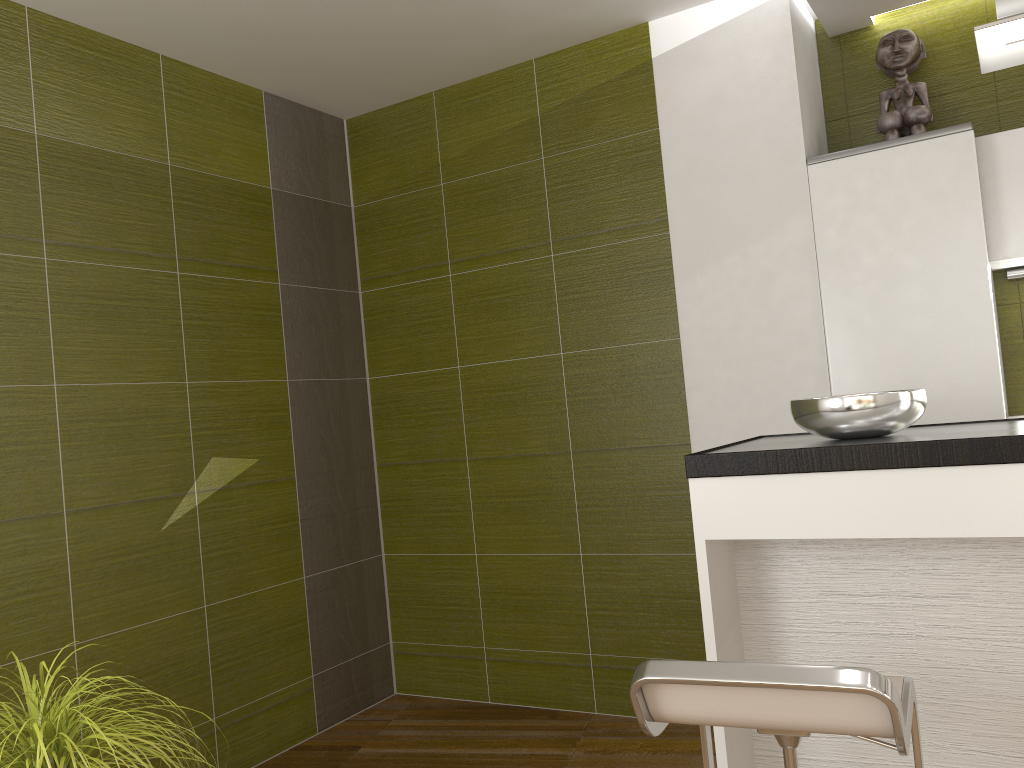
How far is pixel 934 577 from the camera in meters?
2.0

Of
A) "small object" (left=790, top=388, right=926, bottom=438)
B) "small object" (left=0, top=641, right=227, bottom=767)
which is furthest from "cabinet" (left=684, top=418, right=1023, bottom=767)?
"small object" (left=0, top=641, right=227, bottom=767)

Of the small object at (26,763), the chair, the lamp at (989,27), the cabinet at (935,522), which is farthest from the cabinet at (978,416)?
the small object at (26,763)

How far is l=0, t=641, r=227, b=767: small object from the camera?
1.5m

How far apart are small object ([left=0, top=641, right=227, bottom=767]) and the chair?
0.89m

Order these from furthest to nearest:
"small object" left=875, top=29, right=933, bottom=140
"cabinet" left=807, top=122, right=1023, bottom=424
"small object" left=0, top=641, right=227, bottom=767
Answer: "small object" left=875, top=29, right=933, bottom=140 → "cabinet" left=807, top=122, right=1023, bottom=424 → "small object" left=0, top=641, right=227, bottom=767

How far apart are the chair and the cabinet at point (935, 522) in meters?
0.3 m

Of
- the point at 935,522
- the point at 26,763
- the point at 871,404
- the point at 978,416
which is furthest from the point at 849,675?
the point at 978,416

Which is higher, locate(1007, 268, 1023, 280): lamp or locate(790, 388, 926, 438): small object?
locate(1007, 268, 1023, 280): lamp

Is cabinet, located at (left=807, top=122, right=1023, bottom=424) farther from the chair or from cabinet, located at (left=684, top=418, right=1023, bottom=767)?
the chair
